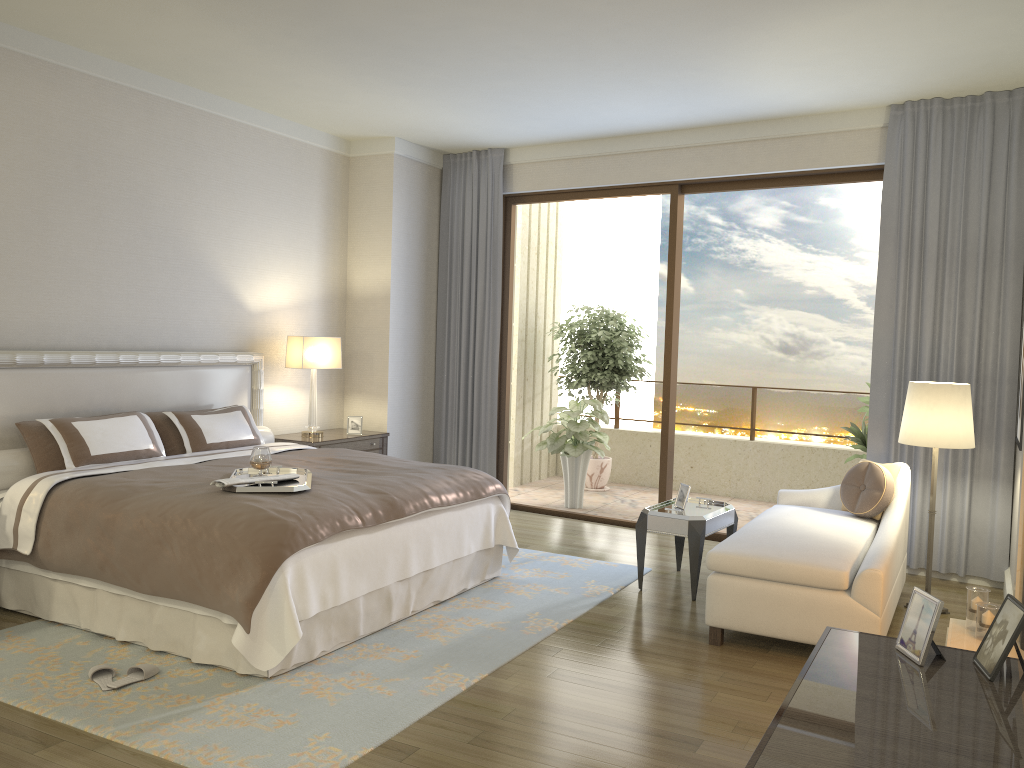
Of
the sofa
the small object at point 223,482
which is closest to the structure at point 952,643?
the sofa

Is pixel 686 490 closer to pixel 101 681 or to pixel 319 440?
pixel 319 440

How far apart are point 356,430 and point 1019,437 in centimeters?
457cm

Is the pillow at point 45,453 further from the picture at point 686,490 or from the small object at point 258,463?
the picture at point 686,490

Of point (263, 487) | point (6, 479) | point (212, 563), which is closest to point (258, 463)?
point (263, 487)

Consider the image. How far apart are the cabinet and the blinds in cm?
385

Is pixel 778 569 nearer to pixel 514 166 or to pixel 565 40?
pixel 565 40

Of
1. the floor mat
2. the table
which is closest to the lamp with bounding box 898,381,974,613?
the table

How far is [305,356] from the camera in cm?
661

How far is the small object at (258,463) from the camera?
4.4 meters
